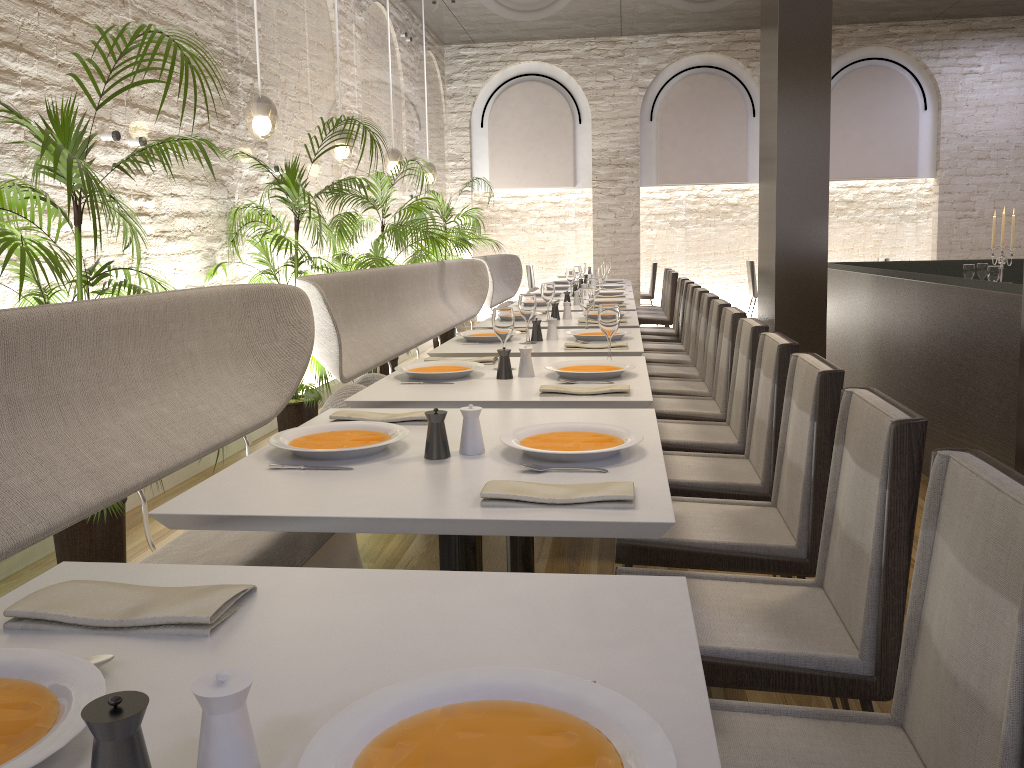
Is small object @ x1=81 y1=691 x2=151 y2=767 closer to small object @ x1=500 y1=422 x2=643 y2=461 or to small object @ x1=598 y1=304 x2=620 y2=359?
small object @ x1=500 y1=422 x2=643 y2=461

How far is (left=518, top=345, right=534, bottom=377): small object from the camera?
3.09m

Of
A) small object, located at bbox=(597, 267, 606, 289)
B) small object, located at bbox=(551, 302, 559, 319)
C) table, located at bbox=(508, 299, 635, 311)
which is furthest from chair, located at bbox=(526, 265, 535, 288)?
small object, located at bbox=(551, 302, 559, 319)

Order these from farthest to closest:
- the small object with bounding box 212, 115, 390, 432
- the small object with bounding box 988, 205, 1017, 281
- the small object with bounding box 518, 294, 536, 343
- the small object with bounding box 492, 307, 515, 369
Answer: the small object with bounding box 988, 205, 1017, 281
the small object with bounding box 212, 115, 390, 432
the small object with bounding box 518, 294, 536, 343
the small object with bounding box 492, 307, 515, 369

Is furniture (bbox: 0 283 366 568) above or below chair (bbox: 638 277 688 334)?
above

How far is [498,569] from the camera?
3.4 meters

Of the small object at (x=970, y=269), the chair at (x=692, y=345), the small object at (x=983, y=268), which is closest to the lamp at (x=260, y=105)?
the chair at (x=692, y=345)

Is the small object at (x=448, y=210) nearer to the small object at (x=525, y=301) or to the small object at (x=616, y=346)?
the small object at (x=525, y=301)

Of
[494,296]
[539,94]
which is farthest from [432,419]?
[539,94]

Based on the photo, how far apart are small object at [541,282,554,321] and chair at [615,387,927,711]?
3.3 meters
